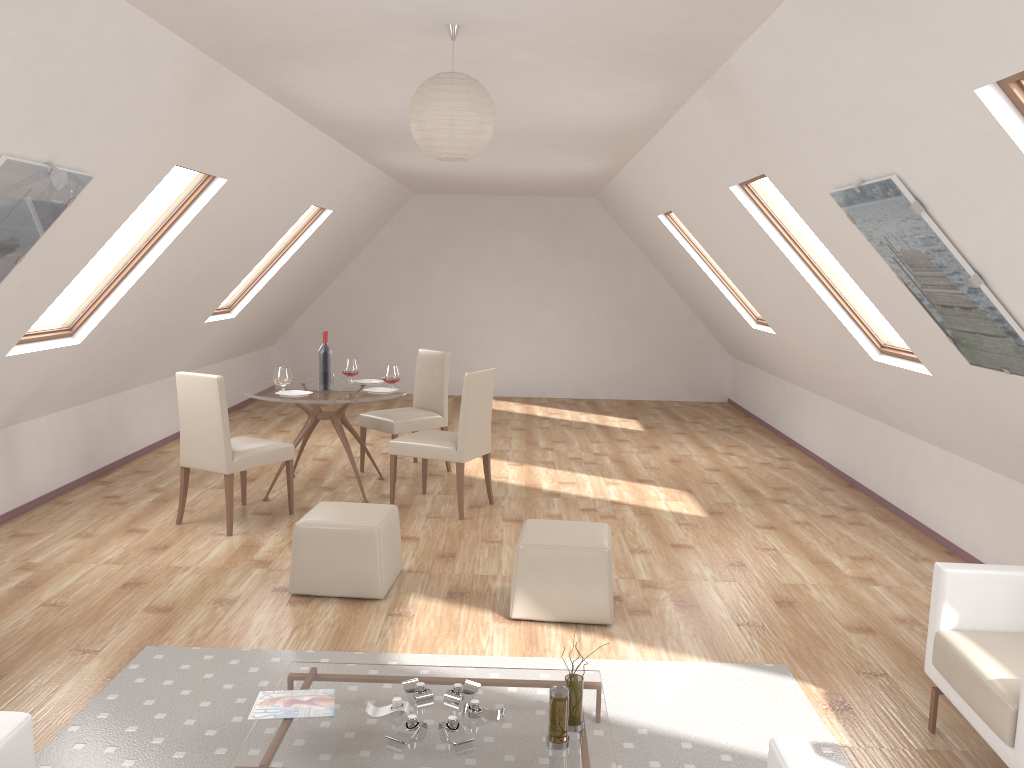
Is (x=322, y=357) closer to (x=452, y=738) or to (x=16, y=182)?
(x=16, y=182)

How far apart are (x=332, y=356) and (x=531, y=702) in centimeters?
382cm

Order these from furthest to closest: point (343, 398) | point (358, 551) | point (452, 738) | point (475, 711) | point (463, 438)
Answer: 1. point (343, 398)
2. point (463, 438)
3. point (358, 551)
4. point (475, 711)
5. point (452, 738)

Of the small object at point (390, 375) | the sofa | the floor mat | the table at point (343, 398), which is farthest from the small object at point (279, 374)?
the sofa

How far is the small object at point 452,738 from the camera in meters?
2.8

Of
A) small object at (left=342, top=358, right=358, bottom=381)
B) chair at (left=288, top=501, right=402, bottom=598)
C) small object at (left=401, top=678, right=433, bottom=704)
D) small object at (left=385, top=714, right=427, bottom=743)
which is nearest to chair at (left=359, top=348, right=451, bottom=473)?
small object at (left=342, top=358, right=358, bottom=381)

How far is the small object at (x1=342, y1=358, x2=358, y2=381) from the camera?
6.9m

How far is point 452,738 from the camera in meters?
2.8 m

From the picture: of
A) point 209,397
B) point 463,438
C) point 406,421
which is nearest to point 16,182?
point 209,397

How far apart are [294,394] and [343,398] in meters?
0.4 m
